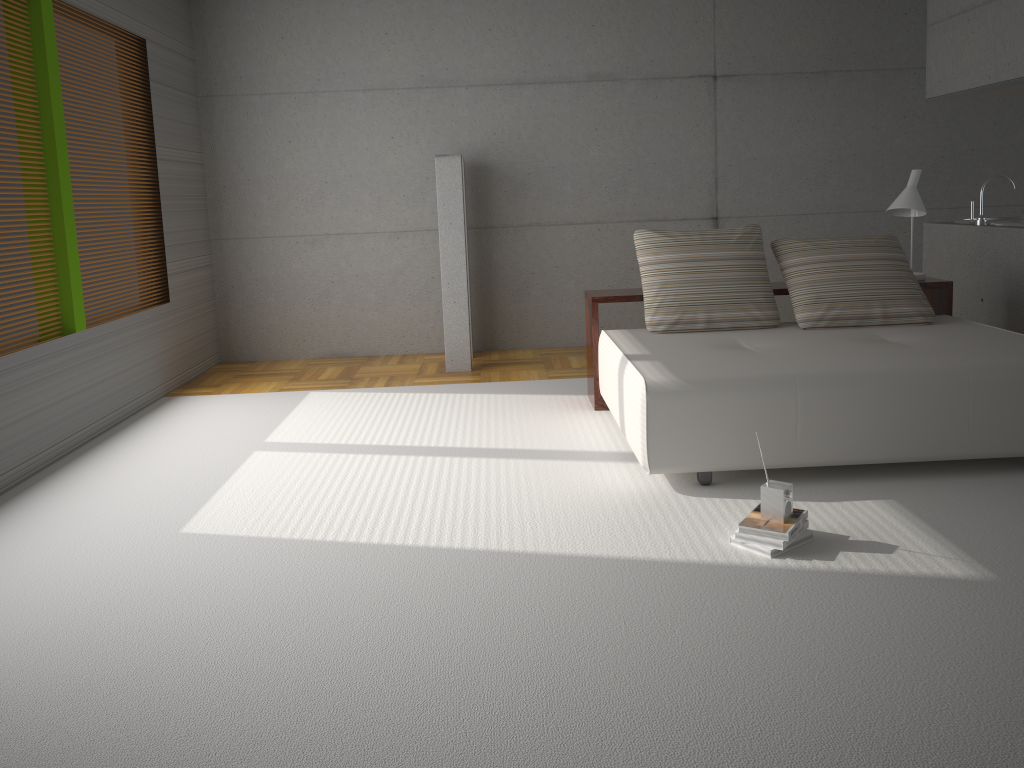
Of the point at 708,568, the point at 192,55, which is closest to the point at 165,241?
the point at 192,55

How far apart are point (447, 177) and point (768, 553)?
4.3m

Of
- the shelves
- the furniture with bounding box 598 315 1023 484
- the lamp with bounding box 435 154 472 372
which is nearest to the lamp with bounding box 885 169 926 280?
the shelves

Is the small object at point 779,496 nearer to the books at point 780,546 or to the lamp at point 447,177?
the books at point 780,546

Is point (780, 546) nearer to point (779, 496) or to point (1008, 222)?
point (779, 496)

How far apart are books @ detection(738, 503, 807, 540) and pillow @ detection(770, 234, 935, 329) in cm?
189

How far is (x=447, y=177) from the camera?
6.65m

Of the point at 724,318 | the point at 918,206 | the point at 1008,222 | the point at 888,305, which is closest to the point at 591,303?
the point at 724,318

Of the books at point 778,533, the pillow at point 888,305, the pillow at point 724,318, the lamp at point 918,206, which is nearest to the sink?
the lamp at point 918,206

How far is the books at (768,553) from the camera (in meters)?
3.28
